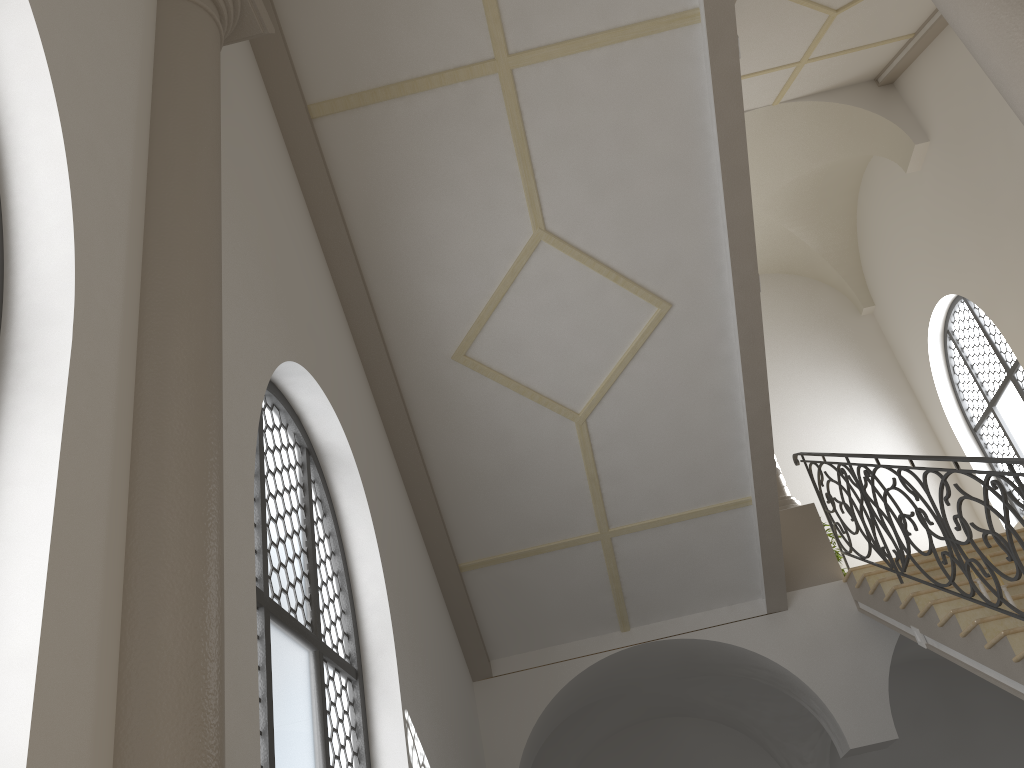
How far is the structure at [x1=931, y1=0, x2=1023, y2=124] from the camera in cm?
312

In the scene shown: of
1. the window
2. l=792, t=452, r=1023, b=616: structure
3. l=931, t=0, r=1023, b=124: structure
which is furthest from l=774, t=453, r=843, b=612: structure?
l=931, t=0, r=1023, b=124: structure

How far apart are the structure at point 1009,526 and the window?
3.74m

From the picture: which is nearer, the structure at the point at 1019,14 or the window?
the structure at the point at 1019,14

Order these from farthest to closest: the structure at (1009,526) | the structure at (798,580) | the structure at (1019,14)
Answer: Answer: 1. the structure at (798,580)
2. the structure at (1009,526)
3. the structure at (1019,14)

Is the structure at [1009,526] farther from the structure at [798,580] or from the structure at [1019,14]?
the structure at [1019,14]

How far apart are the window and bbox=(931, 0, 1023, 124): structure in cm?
837

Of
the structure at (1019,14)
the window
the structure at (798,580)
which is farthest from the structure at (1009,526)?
the window

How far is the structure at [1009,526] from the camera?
5.1 meters

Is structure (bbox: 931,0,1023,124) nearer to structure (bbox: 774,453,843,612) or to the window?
structure (bbox: 774,453,843,612)
